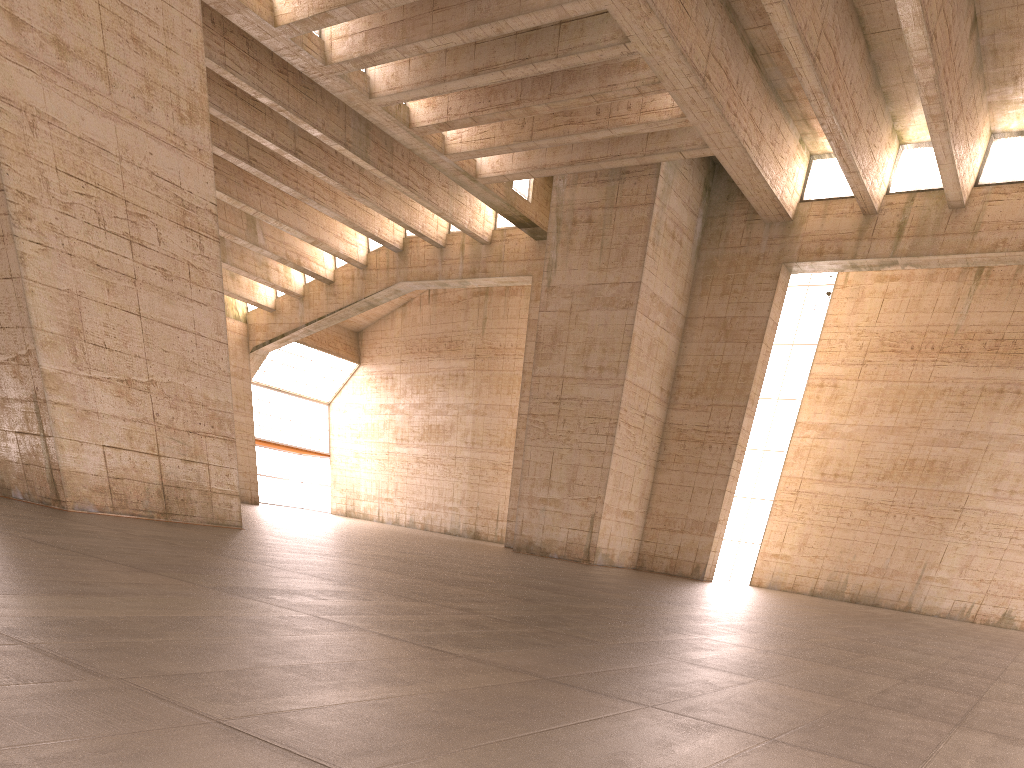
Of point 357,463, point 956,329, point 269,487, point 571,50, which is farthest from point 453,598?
point 269,487
